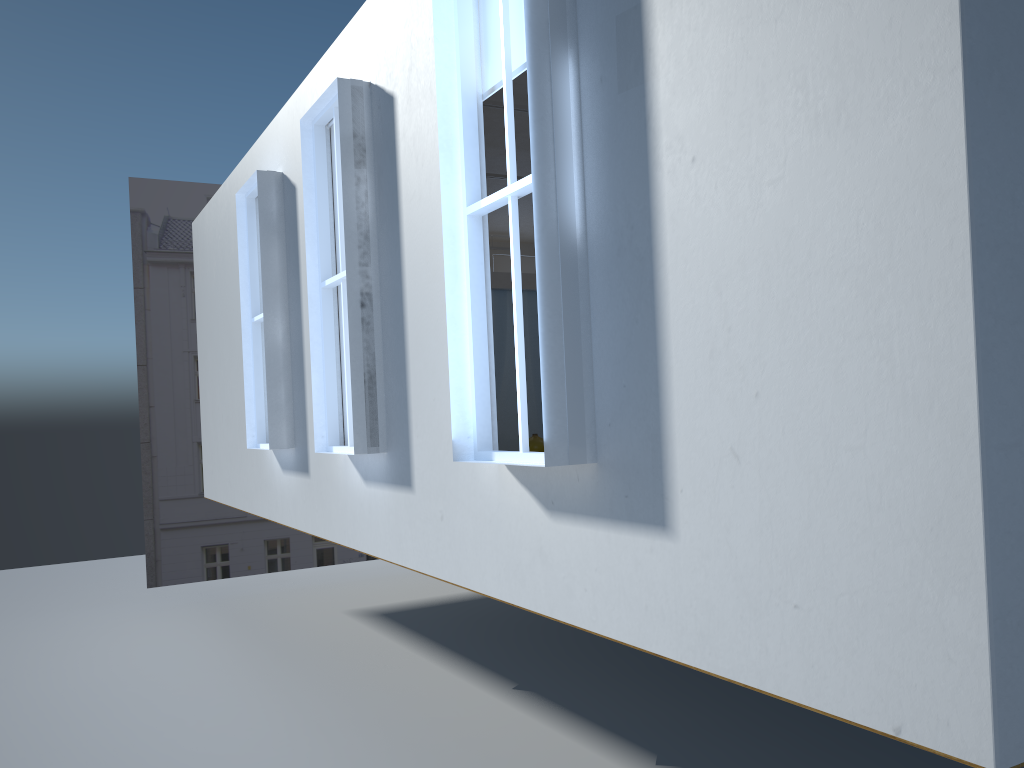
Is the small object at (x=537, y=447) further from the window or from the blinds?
the blinds

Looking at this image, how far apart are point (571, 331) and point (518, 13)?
1.4m

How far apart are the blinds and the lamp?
2.5m

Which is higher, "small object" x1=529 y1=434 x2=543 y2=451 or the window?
the window

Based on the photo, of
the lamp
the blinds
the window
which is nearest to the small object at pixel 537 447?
the window

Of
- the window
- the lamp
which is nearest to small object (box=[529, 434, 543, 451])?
the window

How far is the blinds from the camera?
3.6m

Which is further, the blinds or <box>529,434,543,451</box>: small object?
<box>529,434,543,451</box>: small object

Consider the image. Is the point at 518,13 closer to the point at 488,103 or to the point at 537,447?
the point at 488,103

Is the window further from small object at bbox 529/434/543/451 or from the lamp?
the lamp
